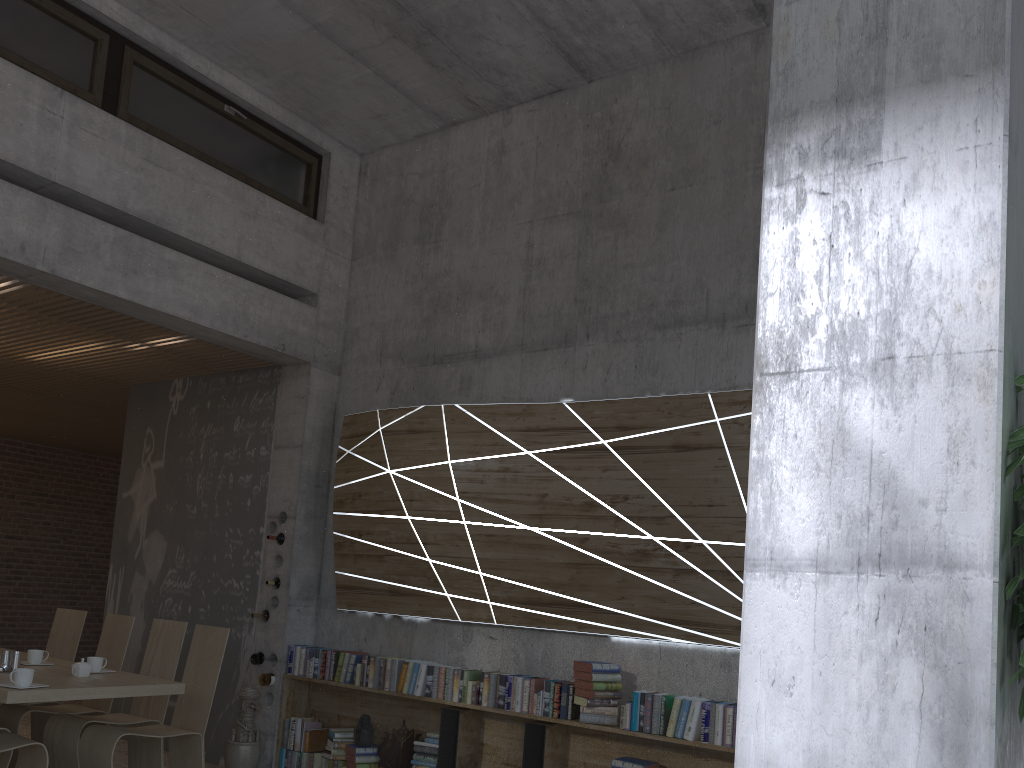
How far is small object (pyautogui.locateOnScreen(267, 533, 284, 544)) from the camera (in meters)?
6.80

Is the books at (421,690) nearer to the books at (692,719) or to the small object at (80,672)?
the books at (692,719)

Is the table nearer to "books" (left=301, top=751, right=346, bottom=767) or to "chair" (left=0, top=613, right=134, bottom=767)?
"chair" (left=0, top=613, right=134, bottom=767)

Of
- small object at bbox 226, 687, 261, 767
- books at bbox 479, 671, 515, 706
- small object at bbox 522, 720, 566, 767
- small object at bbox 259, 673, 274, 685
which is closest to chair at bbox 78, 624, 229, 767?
small object at bbox 226, 687, 261, 767

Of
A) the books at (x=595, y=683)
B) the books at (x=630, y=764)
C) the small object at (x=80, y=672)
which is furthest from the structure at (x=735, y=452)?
the small object at (x=80, y=672)

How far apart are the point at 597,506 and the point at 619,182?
2.3m

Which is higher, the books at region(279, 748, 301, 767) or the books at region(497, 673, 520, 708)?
the books at region(497, 673, 520, 708)

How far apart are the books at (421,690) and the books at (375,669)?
0.3m

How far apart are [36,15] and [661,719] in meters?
5.7 m

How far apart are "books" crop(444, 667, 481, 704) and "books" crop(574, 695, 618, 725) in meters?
0.8 m
